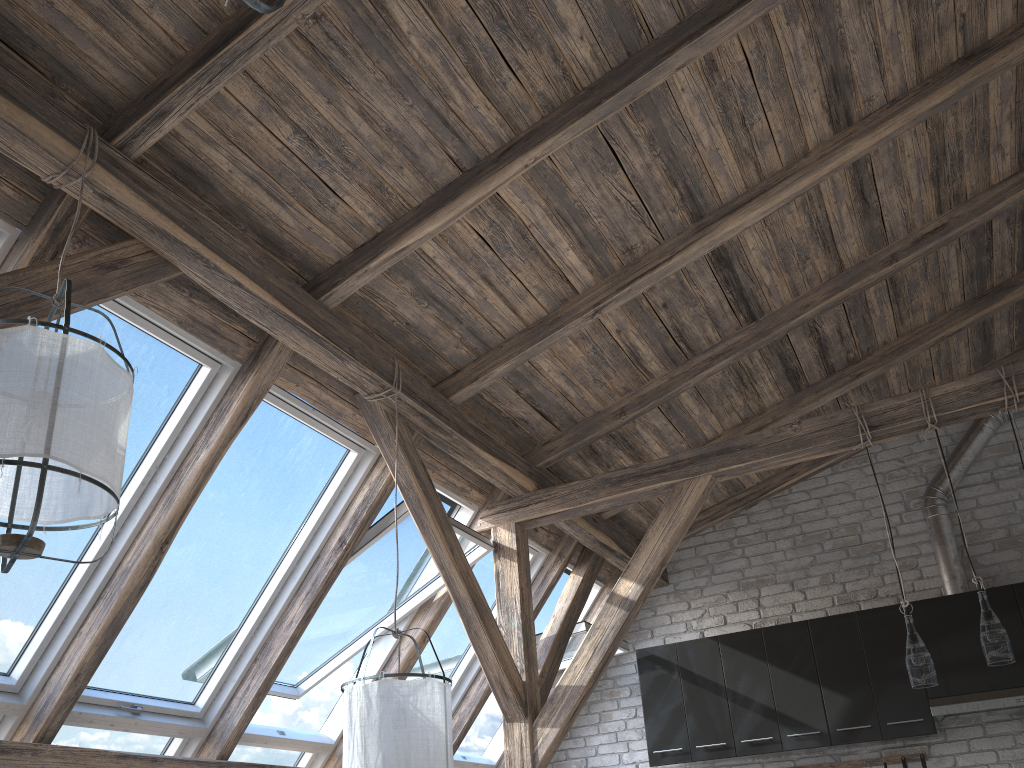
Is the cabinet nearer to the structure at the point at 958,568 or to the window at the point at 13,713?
the structure at the point at 958,568

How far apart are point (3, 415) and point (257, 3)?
1.4m

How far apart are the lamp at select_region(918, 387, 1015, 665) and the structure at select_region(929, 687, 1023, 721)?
1.6m

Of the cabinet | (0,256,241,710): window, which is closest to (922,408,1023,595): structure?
the cabinet

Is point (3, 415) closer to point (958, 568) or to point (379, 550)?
point (379, 550)

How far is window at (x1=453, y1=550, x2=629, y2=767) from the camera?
5.4 meters

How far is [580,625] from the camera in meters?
5.4

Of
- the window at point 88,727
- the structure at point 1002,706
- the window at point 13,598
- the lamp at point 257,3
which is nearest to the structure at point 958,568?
the structure at point 1002,706

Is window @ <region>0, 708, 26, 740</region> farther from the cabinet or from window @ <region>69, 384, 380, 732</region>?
the cabinet

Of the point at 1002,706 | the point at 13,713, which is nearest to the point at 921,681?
the point at 1002,706
